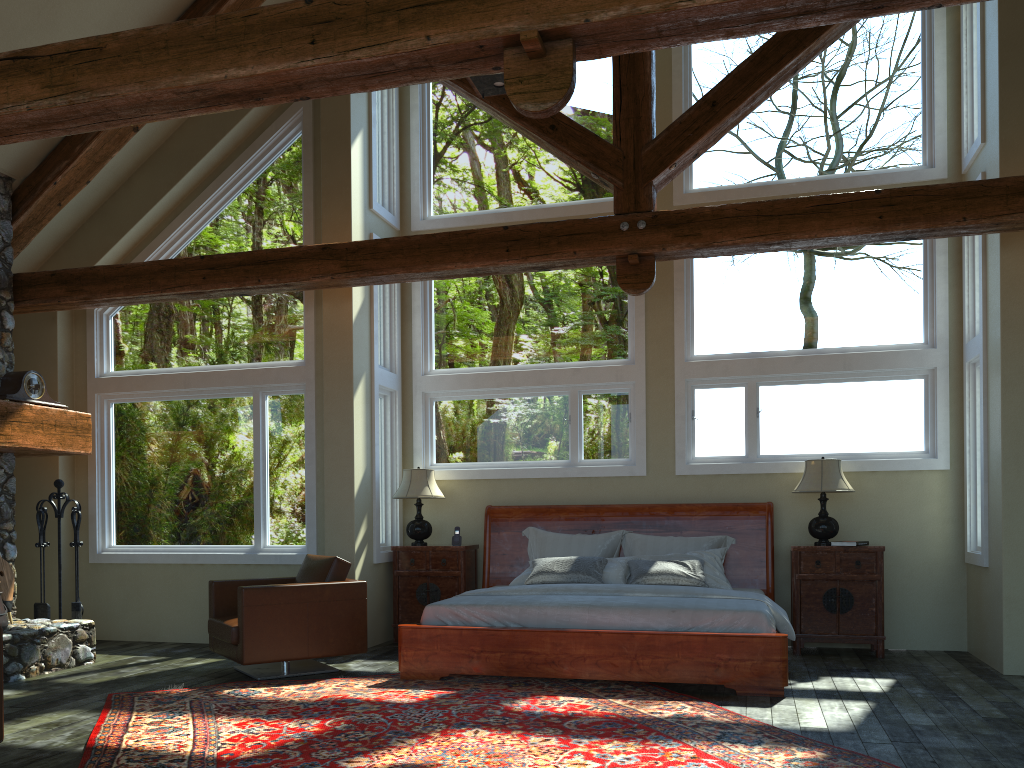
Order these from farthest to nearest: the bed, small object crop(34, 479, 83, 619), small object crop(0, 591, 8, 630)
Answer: small object crop(34, 479, 83, 619)
small object crop(0, 591, 8, 630)
the bed

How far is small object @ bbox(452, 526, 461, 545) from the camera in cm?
834

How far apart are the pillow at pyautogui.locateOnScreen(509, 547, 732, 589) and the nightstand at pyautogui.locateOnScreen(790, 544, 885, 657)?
0.6m

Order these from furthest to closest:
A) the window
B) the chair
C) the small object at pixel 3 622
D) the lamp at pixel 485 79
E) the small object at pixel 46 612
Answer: the small object at pixel 46 612
the window
the small object at pixel 3 622
the chair
the lamp at pixel 485 79

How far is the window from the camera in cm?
773

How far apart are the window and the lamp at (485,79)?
2.7m

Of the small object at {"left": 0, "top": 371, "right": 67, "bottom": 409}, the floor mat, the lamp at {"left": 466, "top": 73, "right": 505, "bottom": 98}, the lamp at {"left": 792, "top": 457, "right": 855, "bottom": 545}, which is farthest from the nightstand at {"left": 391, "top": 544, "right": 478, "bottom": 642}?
the lamp at {"left": 466, "top": 73, "right": 505, "bottom": 98}

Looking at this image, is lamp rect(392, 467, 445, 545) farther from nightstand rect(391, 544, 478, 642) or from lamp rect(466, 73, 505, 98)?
lamp rect(466, 73, 505, 98)

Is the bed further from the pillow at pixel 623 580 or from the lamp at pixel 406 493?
the lamp at pixel 406 493

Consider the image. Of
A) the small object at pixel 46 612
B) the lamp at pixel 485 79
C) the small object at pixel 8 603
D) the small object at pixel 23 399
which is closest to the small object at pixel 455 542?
the small object at pixel 46 612
